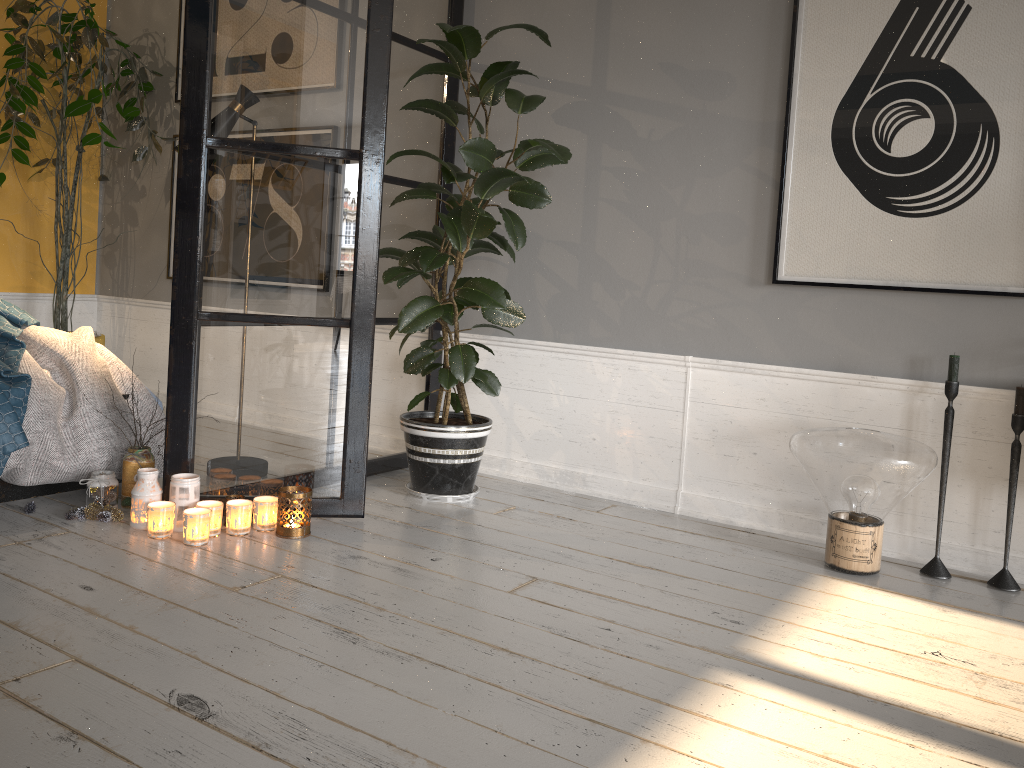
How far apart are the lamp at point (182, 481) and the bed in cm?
39

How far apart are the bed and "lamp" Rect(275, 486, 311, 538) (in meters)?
0.67

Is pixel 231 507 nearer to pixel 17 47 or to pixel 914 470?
pixel 914 470

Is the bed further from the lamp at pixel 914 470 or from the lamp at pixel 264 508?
the lamp at pixel 914 470

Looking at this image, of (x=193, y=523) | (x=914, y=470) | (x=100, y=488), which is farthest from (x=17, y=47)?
(x=914, y=470)

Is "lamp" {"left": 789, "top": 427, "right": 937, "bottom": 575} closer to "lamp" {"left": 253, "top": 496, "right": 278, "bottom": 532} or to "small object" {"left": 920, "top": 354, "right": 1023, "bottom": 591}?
"small object" {"left": 920, "top": 354, "right": 1023, "bottom": 591}

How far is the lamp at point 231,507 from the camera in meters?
2.7 m

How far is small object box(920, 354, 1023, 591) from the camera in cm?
267

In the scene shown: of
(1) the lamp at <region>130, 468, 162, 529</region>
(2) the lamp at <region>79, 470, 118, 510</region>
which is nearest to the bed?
(2) the lamp at <region>79, 470, 118, 510</region>

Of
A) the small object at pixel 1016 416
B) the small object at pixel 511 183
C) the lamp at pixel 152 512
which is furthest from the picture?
the lamp at pixel 152 512
